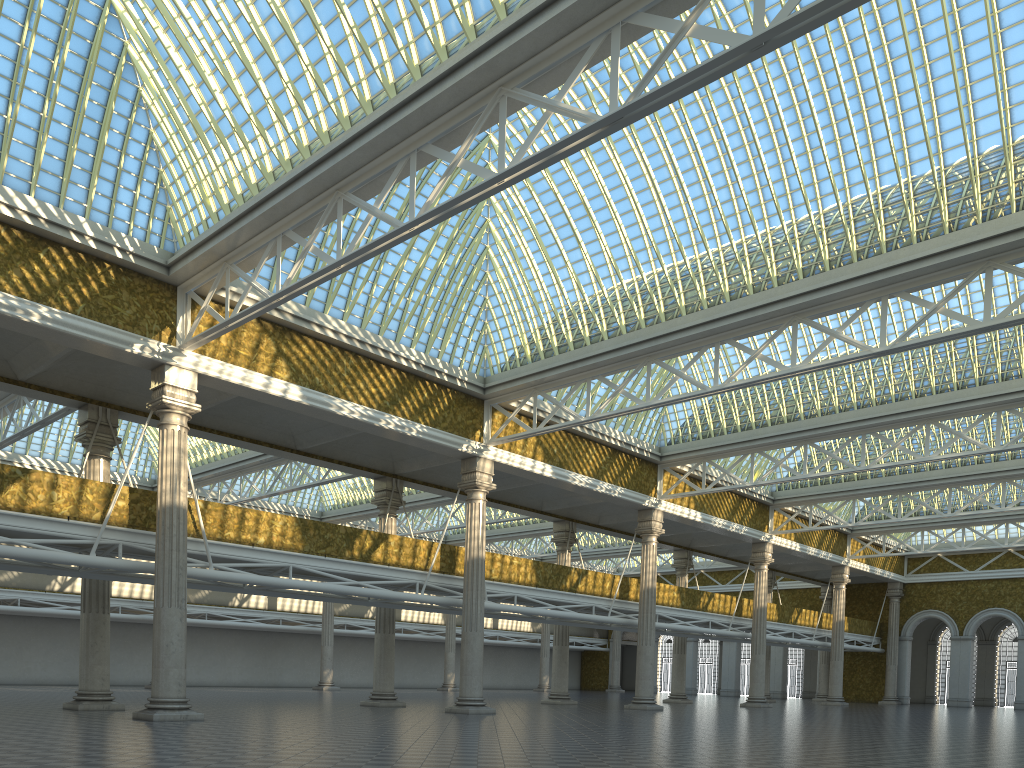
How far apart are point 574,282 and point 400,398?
6.9m

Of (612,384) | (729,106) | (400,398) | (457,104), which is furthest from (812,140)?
(400,398)
